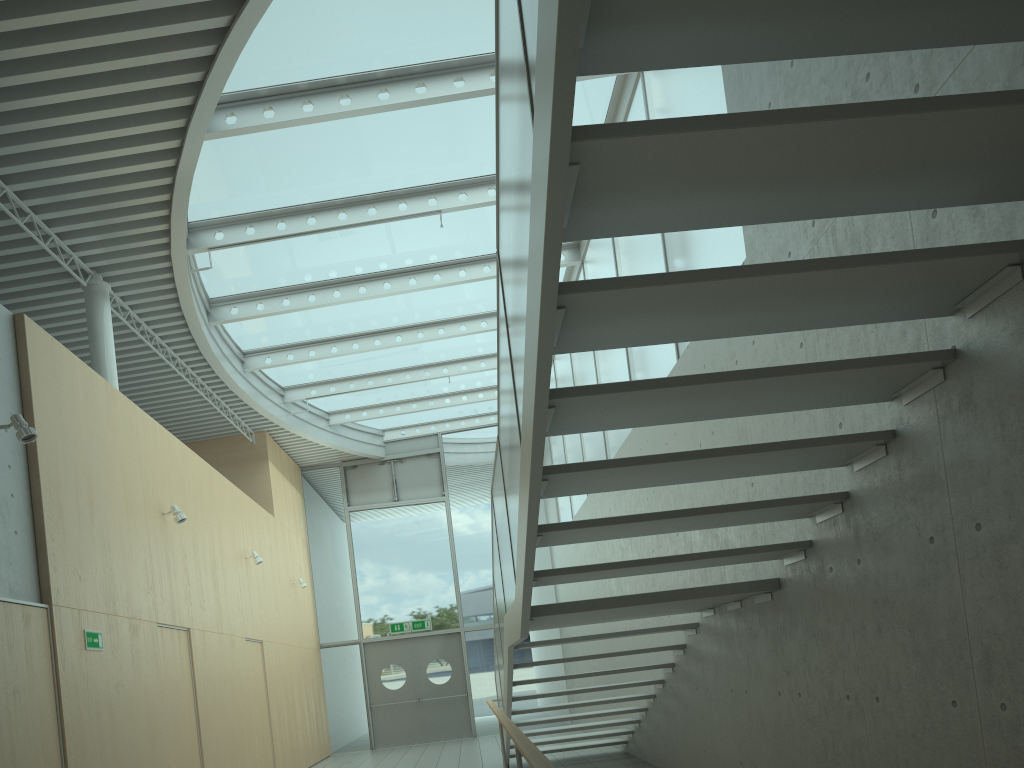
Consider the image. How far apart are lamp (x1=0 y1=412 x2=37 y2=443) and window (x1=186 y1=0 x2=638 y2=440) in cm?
290

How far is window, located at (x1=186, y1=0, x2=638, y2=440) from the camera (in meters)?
7.17

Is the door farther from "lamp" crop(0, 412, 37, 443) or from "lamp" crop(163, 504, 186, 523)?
"lamp" crop(0, 412, 37, 443)

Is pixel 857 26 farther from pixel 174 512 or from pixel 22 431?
pixel 174 512

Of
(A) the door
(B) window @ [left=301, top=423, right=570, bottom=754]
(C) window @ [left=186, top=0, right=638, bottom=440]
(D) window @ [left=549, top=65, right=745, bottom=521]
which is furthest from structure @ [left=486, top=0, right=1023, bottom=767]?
(A) the door

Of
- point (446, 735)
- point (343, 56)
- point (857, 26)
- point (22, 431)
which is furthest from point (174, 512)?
point (446, 735)

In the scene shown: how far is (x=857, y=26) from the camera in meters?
2.2

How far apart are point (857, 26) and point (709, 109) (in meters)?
3.94

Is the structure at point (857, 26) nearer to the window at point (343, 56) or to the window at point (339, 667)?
the window at point (343, 56)

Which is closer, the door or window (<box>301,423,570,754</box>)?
the door
